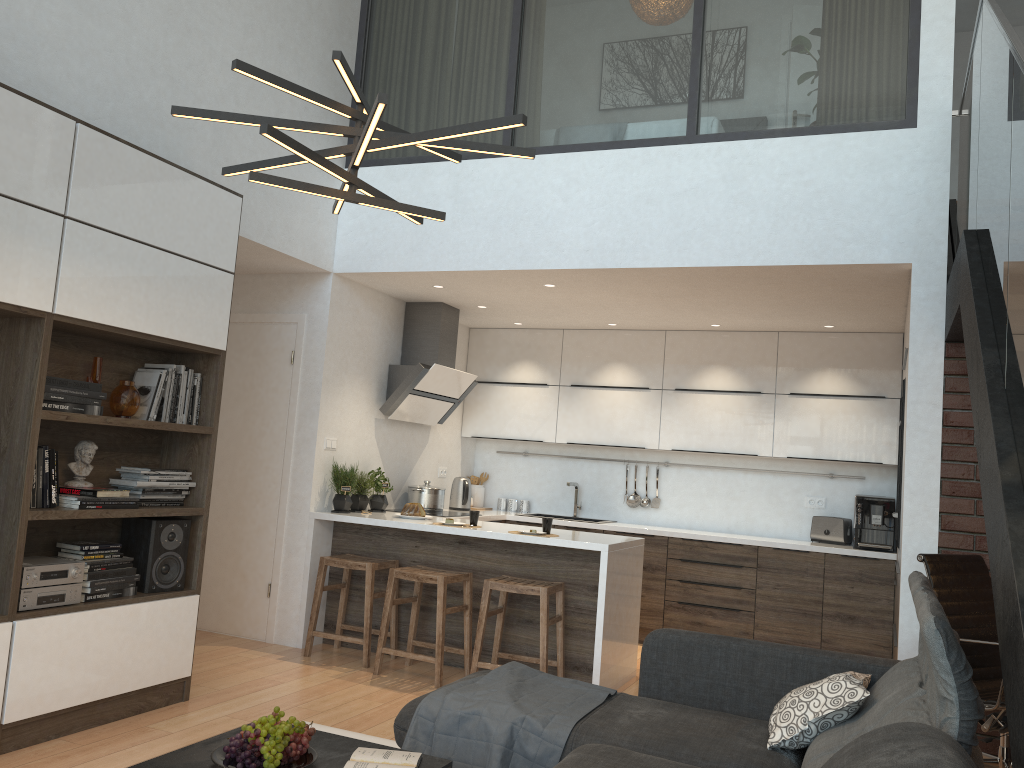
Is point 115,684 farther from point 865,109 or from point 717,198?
point 865,109

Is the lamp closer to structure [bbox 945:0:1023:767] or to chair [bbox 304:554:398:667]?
structure [bbox 945:0:1023:767]

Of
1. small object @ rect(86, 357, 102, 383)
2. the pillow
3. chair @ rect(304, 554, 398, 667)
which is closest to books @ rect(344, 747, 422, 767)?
the pillow

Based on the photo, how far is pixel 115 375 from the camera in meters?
4.2 m

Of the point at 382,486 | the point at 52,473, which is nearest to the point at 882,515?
the point at 382,486

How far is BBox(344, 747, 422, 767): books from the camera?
2.5 meters

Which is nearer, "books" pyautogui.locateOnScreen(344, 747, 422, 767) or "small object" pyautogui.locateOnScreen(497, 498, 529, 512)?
"books" pyautogui.locateOnScreen(344, 747, 422, 767)

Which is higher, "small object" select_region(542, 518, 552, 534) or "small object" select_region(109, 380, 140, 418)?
"small object" select_region(109, 380, 140, 418)

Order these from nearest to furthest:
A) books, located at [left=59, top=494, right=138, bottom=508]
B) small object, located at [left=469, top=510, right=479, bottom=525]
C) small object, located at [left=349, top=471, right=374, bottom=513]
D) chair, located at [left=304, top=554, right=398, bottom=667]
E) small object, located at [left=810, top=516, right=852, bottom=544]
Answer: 1. books, located at [left=59, top=494, right=138, bottom=508]
2. chair, located at [left=304, top=554, right=398, bottom=667]
3. small object, located at [left=469, top=510, right=479, bottom=525]
4. small object, located at [left=349, top=471, right=374, bottom=513]
5. small object, located at [left=810, top=516, right=852, bottom=544]

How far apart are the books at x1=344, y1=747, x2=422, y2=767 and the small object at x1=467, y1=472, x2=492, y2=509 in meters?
5.0 m
